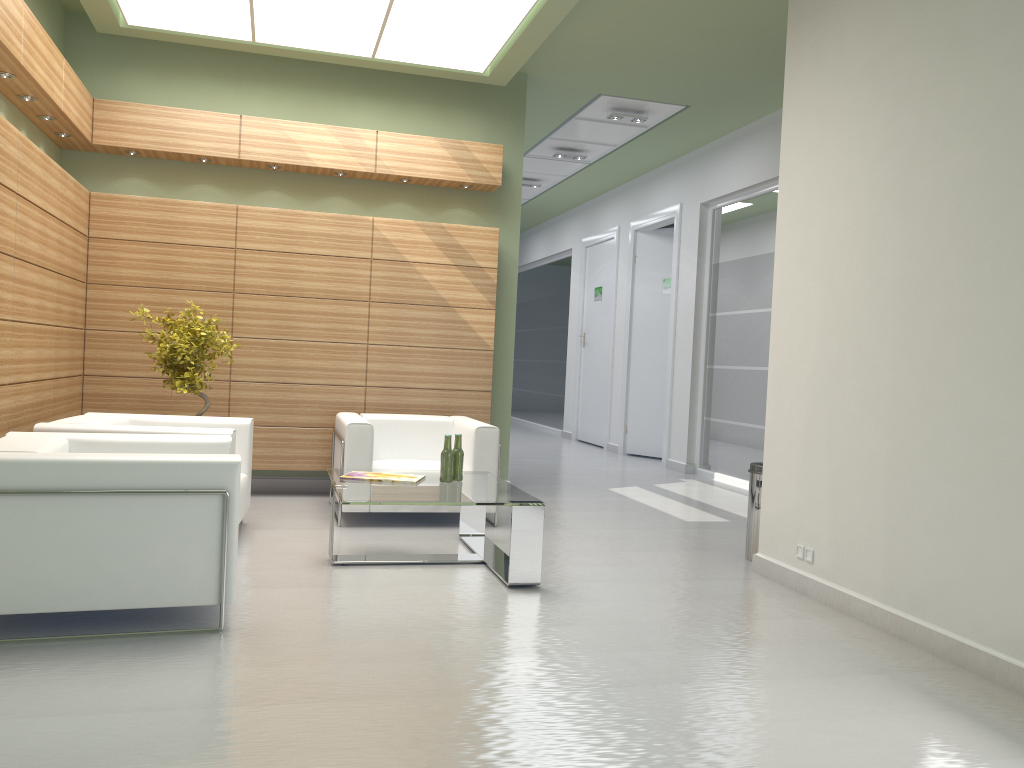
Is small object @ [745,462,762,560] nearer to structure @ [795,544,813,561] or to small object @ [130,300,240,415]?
structure @ [795,544,813,561]

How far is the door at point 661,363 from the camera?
19.7m

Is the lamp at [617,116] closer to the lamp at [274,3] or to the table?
the lamp at [274,3]

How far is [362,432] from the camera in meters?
10.2

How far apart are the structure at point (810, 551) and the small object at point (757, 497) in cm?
117

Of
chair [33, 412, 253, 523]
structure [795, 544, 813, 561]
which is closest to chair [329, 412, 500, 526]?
chair [33, 412, 253, 523]

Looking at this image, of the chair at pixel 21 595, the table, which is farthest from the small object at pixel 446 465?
the chair at pixel 21 595

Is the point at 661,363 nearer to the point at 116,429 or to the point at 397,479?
the point at 397,479

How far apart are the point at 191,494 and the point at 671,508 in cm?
812

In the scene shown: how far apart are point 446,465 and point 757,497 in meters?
3.3
